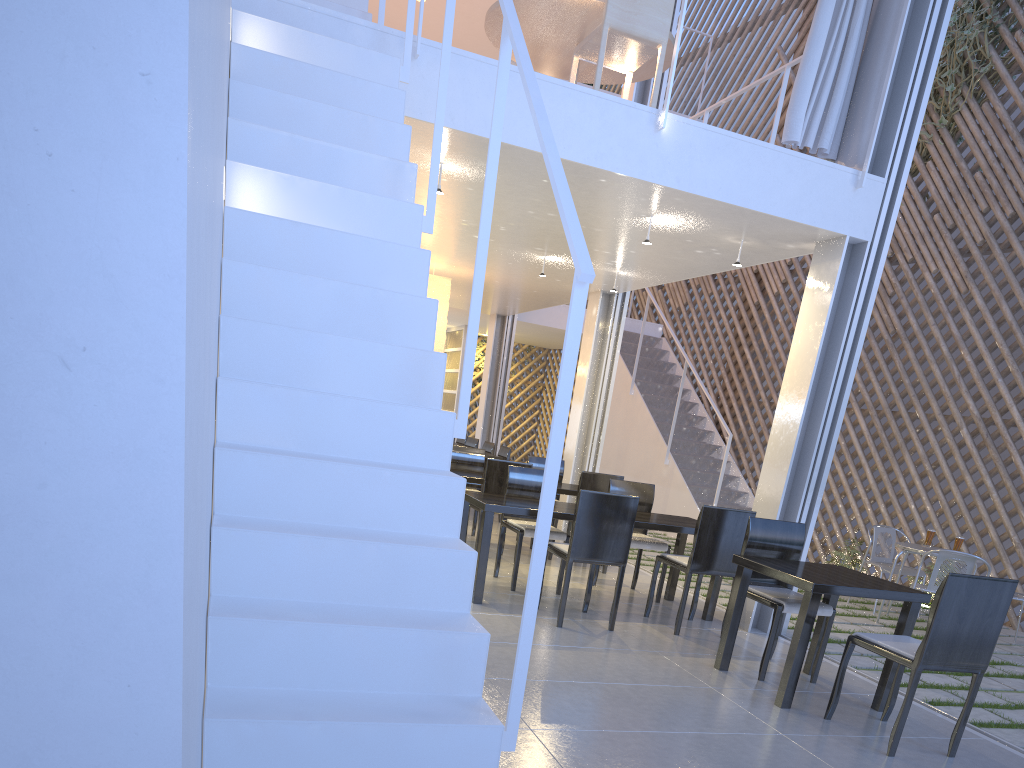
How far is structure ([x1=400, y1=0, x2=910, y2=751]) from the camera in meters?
1.0

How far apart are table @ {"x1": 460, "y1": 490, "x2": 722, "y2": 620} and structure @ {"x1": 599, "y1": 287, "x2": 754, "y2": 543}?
1.9 meters

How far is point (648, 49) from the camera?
2.7m

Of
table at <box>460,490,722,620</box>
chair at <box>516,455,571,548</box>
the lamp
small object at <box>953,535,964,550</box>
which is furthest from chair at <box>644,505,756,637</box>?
the lamp

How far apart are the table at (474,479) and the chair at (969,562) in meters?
1.4 m

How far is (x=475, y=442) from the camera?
5.5m

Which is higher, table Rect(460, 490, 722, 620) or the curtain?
the curtain

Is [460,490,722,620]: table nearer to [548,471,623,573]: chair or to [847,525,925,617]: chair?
[548,471,623,573]: chair

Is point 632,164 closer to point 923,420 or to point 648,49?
point 648,49

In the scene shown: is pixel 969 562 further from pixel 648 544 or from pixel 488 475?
pixel 488 475
